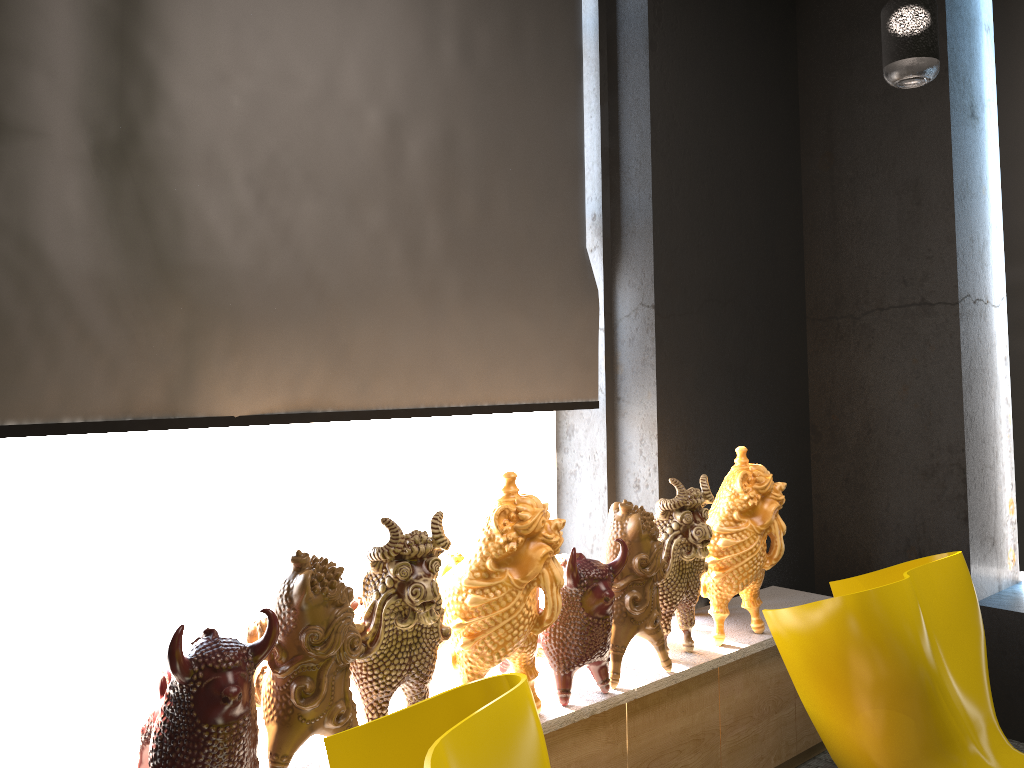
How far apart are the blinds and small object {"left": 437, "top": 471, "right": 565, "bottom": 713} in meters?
0.5 m

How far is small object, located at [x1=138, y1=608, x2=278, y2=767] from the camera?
1.72m

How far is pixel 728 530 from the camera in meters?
3.0

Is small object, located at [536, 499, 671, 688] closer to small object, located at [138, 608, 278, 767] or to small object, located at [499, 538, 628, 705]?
small object, located at [499, 538, 628, 705]

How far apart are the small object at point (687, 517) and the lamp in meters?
1.3

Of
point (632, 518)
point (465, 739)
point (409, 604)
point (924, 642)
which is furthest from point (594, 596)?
point (465, 739)

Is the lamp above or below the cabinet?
above

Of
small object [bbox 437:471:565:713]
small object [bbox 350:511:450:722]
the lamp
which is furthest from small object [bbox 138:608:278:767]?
the lamp

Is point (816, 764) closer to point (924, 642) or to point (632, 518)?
point (924, 642)

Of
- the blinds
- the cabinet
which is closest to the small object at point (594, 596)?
the cabinet
